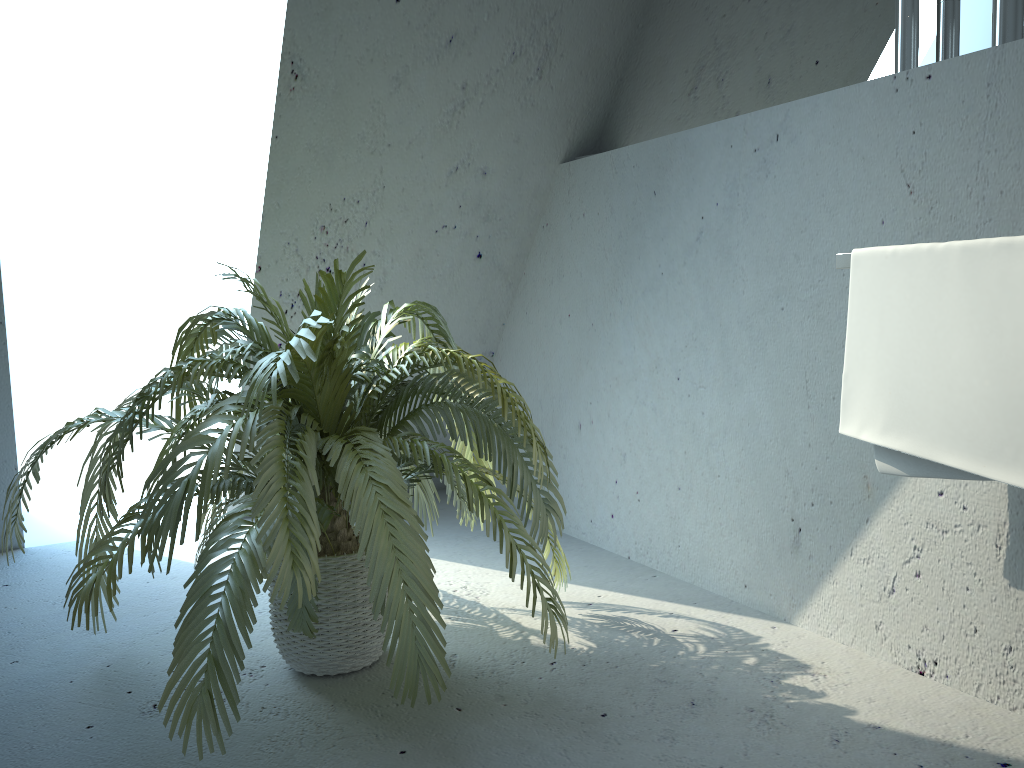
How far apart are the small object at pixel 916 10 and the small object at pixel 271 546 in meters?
1.0 m

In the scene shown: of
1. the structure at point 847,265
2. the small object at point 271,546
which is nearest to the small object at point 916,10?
the structure at point 847,265

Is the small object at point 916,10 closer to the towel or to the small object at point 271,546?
the towel

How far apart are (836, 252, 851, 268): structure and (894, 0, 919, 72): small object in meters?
0.5 m

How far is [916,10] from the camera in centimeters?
179cm

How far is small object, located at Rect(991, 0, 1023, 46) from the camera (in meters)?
1.61

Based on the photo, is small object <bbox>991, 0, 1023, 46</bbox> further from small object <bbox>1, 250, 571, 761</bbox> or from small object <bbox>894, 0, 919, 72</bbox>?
small object <bbox>1, 250, 571, 761</bbox>

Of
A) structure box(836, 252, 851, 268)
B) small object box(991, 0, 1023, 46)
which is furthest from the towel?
small object box(991, 0, 1023, 46)

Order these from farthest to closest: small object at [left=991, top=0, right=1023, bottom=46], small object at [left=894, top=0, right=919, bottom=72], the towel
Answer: small object at [left=894, top=0, right=919, bottom=72] → small object at [left=991, top=0, right=1023, bottom=46] → the towel

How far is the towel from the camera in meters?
1.4 m
